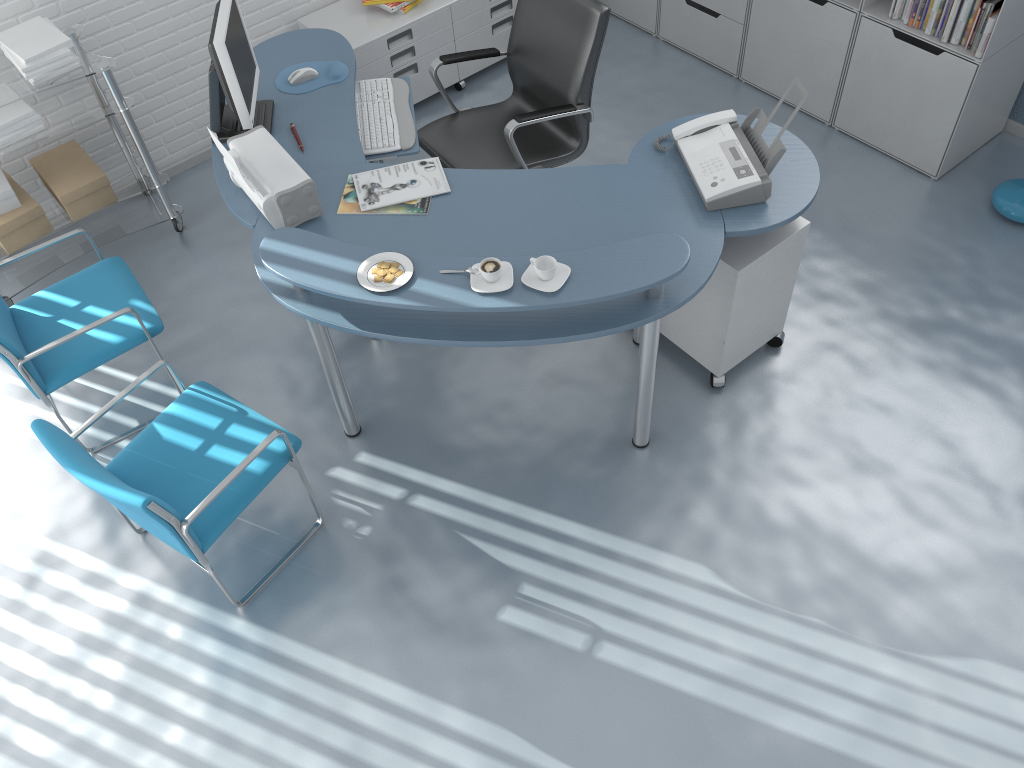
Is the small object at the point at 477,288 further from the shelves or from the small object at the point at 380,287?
the shelves

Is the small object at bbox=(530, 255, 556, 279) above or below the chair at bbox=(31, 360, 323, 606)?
above

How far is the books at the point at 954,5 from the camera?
3.5m

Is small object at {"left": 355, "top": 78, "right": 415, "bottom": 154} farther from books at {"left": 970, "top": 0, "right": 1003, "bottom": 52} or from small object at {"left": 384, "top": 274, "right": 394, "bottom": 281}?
books at {"left": 970, "top": 0, "right": 1003, "bottom": 52}

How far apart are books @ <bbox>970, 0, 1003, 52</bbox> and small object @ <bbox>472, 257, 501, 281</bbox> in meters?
2.4 m

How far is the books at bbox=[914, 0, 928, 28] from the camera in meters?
3.6

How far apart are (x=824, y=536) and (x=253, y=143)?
2.28m

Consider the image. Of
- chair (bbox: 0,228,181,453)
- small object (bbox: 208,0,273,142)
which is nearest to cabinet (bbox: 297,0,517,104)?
small object (bbox: 208,0,273,142)

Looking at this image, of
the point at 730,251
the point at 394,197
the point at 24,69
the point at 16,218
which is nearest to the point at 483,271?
the point at 394,197

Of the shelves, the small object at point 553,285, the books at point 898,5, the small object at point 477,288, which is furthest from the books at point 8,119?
the books at point 898,5
